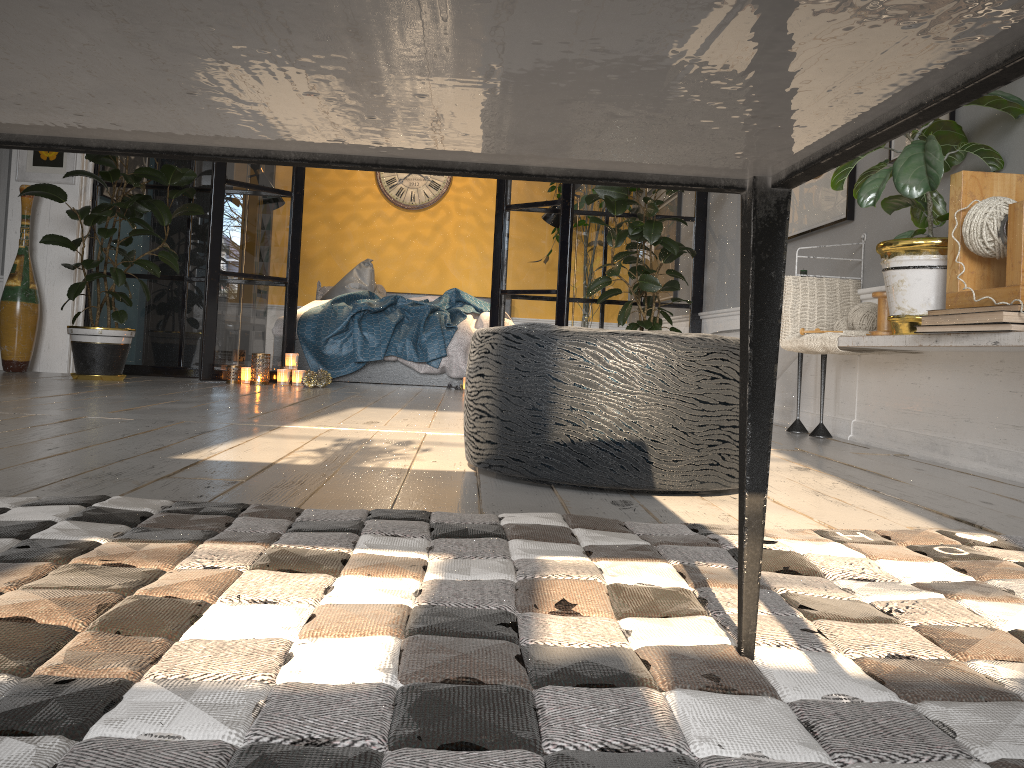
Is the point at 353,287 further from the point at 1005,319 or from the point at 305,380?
the point at 1005,319

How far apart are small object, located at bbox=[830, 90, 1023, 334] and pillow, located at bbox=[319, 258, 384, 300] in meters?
5.2 m

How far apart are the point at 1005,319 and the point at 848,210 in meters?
1.6 m

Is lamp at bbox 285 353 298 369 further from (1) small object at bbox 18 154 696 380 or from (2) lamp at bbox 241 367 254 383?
(1) small object at bbox 18 154 696 380

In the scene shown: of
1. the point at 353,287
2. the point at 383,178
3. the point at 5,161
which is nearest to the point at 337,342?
the point at 353,287

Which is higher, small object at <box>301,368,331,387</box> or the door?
the door

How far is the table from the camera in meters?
0.4 m

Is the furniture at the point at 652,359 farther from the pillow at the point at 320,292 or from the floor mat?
the pillow at the point at 320,292

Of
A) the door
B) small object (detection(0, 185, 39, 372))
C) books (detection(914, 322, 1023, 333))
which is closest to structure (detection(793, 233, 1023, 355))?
books (detection(914, 322, 1023, 333))

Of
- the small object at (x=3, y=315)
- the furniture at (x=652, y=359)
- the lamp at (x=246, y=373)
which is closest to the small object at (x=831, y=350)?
the furniture at (x=652, y=359)
